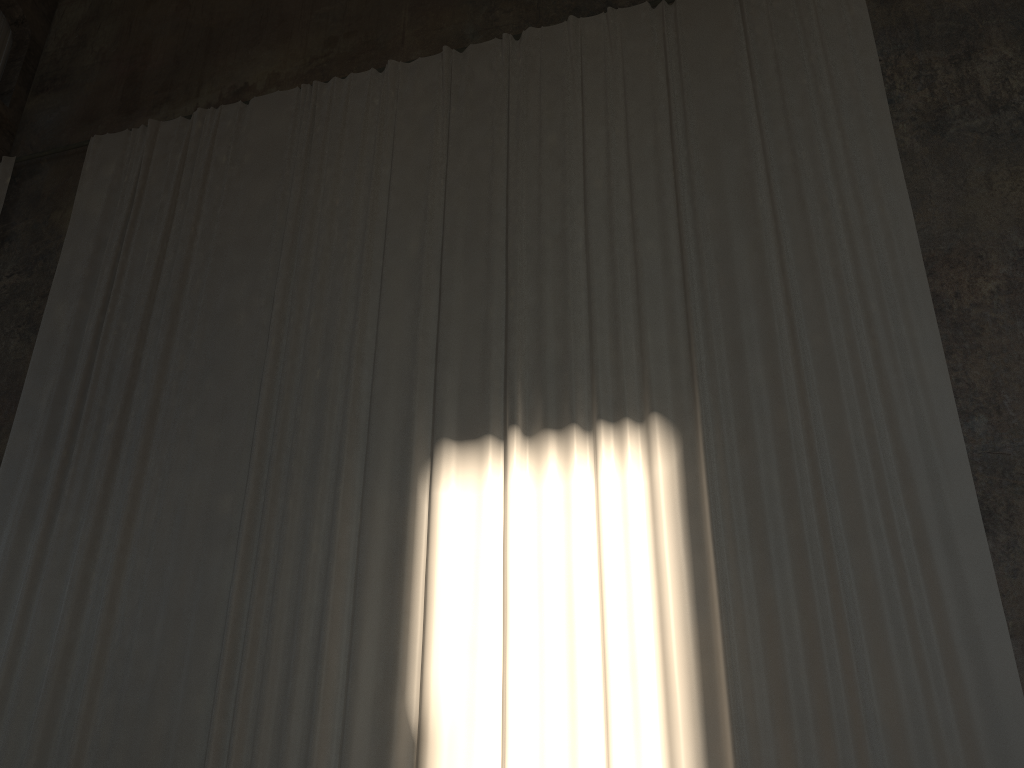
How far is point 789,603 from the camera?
5.3m

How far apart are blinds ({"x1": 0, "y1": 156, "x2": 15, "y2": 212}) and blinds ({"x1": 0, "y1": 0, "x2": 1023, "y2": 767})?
1.1 meters

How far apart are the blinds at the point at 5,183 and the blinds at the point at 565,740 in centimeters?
111cm

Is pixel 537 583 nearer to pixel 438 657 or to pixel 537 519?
pixel 537 519

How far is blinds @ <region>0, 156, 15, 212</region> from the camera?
9.8 meters

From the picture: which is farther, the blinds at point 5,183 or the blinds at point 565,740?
the blinds at point 5,183

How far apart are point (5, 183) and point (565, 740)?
8.6m

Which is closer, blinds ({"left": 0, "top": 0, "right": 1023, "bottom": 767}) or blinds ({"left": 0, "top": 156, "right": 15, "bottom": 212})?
blinds ({"left": 0, "top": 0, "right": 1023, "bottom": 767})

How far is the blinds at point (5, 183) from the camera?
9.8 meters

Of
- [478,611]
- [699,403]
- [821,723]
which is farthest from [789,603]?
[478,611]
